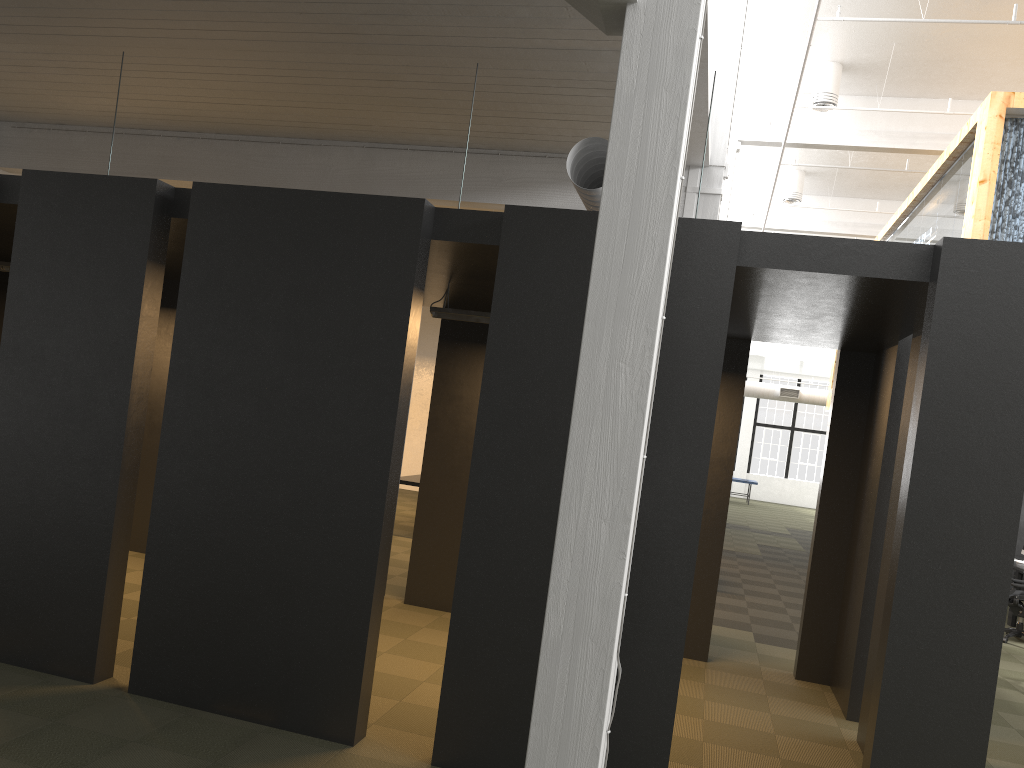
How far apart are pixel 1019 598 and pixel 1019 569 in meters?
1.3

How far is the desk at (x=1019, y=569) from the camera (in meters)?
11.22

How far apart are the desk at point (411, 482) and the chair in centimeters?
727cm

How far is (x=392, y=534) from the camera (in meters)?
8.11

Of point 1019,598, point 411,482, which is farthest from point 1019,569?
point 411,482

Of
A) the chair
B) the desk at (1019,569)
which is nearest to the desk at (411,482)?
the chair

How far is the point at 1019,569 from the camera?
11.2m

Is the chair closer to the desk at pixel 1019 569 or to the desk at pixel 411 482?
the desk at pixel 1019 569

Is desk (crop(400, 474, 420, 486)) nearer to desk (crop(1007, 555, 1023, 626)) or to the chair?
the chair

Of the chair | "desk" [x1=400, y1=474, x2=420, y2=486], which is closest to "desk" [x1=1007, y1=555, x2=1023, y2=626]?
the chair
